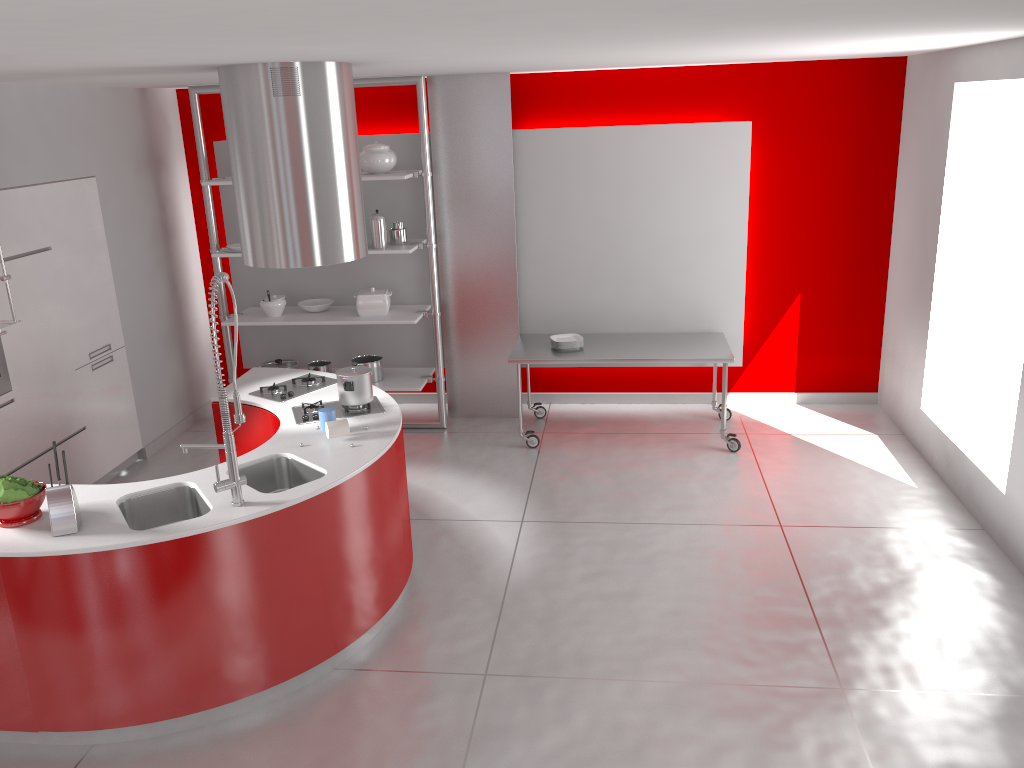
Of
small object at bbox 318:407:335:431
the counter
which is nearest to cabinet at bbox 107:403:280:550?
the counter

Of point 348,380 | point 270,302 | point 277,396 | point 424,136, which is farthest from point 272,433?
point 424,136

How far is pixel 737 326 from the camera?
6.71m

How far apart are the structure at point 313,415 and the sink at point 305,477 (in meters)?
0.42

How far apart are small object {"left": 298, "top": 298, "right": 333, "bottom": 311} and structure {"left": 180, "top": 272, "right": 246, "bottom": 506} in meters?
3.2 m

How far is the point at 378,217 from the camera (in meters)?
6.27

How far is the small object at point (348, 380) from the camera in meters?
4.5

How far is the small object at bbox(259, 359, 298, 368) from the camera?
6.91m

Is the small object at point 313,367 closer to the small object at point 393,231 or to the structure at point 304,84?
the small object at point 393,231

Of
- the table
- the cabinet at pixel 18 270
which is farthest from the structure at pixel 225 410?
the table
